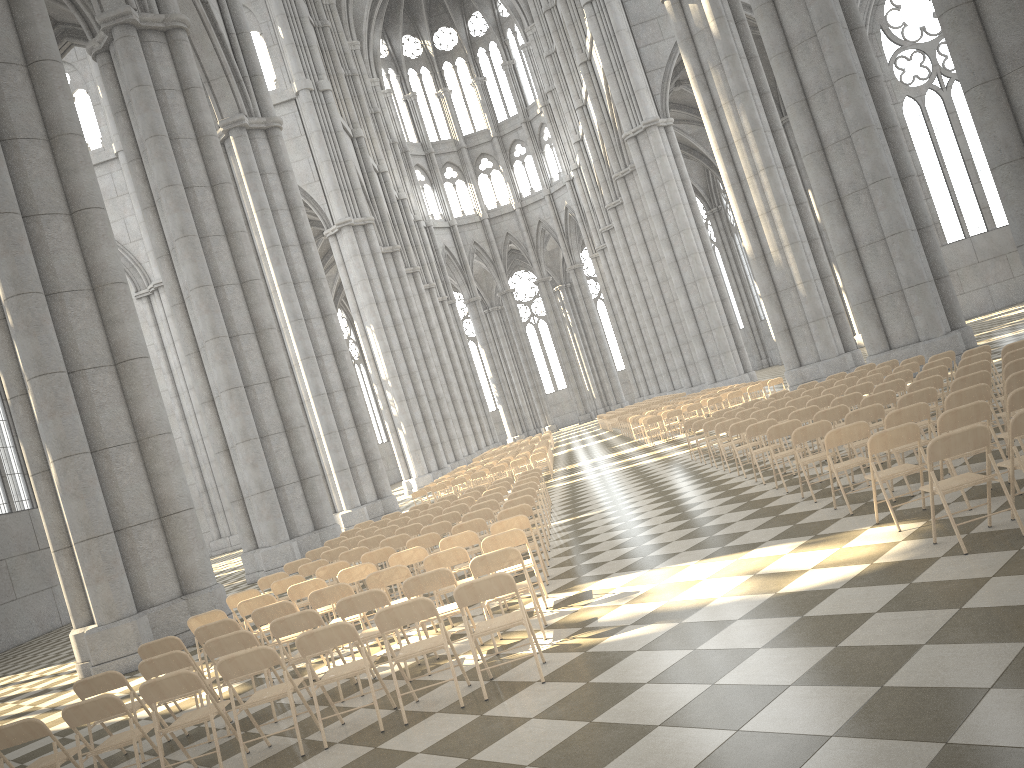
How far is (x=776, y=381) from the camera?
24.54m

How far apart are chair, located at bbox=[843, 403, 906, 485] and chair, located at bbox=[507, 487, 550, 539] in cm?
483

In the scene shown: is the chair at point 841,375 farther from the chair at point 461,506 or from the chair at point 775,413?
the chair at point 461,506

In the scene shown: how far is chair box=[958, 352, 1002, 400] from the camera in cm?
1166

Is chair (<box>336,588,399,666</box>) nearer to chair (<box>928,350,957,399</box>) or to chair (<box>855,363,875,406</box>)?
chair (<box>928,350,957,399</box>)

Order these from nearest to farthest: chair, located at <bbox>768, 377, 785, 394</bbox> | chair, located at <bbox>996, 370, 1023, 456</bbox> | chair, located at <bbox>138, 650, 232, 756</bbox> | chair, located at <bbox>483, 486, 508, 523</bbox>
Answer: chair, located at <bbox>138, 650, 232, 756</bbox> < chair, located at <bbox>996, 370, 1023, 456</bbox> < chair, located at <bbox>483, 486, 508, 523</bbox> < chair, located at <bbox>768, 377, 785, 394</bbox>

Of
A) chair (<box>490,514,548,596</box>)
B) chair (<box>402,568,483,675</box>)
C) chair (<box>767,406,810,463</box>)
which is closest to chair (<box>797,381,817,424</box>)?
chair (<box>767,406,810,463</box>)

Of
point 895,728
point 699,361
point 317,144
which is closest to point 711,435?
point 895,728

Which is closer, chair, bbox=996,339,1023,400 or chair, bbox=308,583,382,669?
chair, bbox=308,583,382,669

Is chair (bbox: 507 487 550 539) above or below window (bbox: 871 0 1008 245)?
below
